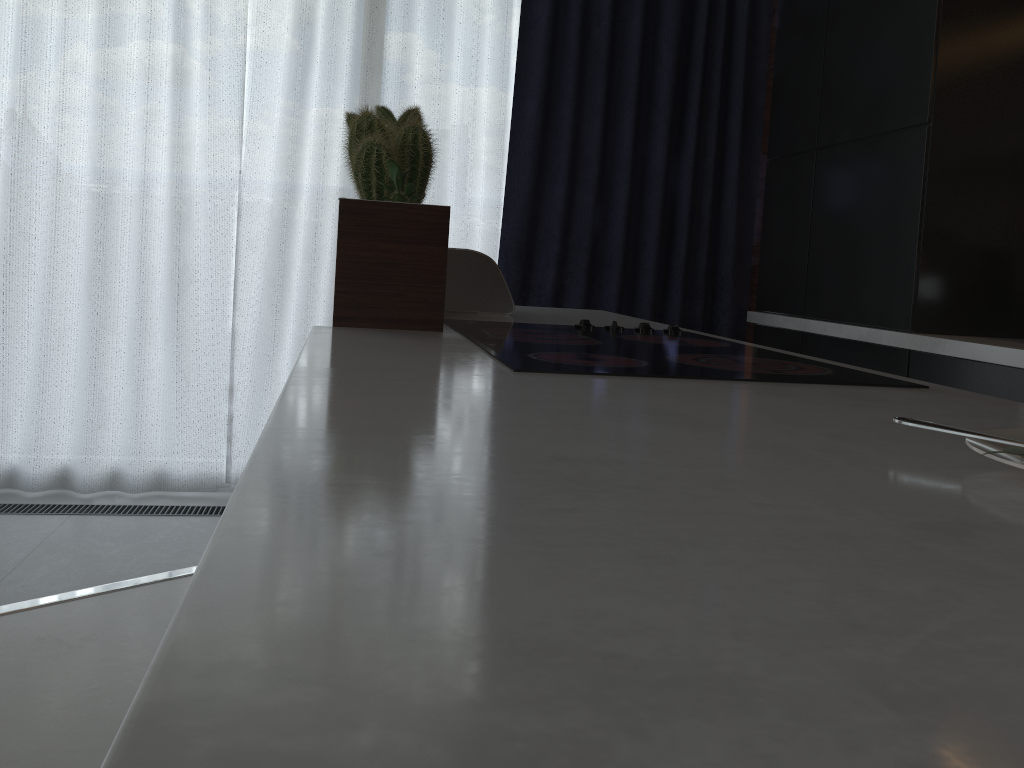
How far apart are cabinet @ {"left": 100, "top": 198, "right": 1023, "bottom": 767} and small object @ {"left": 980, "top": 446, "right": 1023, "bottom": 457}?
0.0m

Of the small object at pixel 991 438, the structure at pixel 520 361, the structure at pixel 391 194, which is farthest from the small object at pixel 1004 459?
the structure at pixel 391 194

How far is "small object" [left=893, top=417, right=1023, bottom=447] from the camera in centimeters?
60cm

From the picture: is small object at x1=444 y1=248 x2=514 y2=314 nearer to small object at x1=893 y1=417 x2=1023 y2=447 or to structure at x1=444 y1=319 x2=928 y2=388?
structure at x1=444 y1=319 x2=928 y2=388

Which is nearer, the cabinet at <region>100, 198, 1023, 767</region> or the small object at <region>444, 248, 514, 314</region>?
the cabinet at <region>100, 198, 1023, 767</region>

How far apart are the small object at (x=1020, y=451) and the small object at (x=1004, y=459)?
0.00m

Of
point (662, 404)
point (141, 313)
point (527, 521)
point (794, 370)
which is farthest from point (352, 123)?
point (527, 521)

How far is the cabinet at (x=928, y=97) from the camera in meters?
2.3

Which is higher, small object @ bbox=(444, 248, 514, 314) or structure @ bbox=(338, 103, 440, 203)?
structure @ bbox=(338, 103, 440, 203)

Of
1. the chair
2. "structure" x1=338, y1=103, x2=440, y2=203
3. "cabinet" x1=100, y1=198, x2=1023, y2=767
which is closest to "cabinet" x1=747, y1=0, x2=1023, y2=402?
"cabinet" x1=100, y1=198, x2=1023, y2=767
